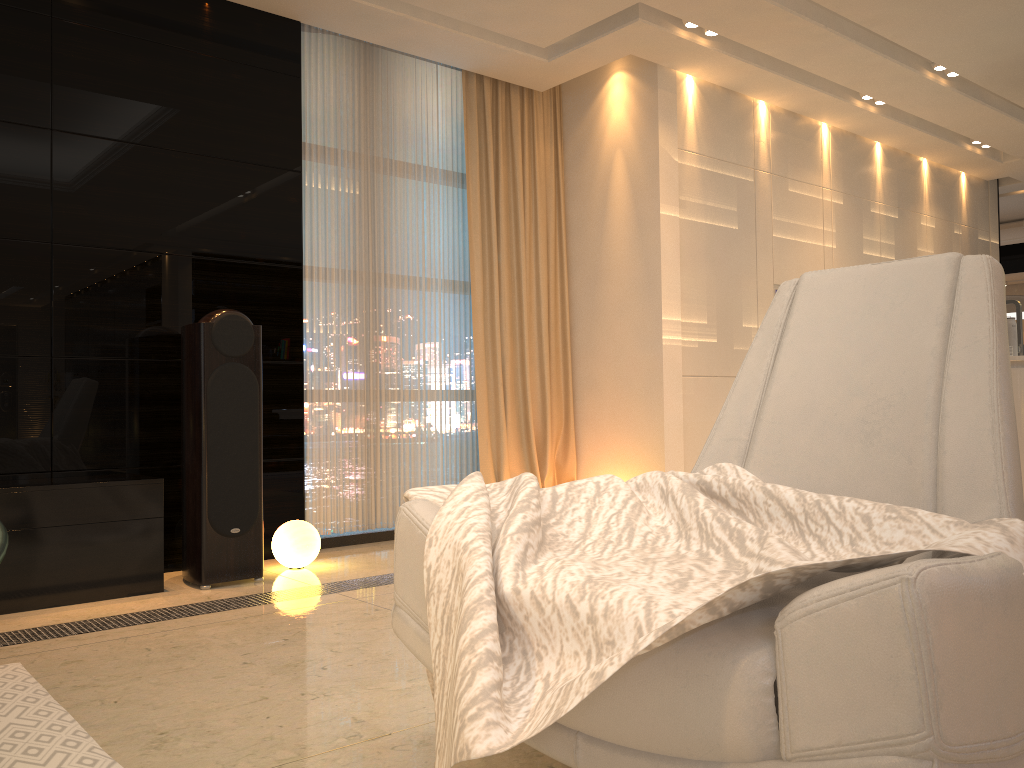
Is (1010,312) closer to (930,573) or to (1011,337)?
(1011,337)

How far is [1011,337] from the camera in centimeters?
419cm

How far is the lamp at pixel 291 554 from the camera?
3.86m

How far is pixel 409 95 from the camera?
4.97m

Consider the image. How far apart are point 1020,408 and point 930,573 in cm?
323

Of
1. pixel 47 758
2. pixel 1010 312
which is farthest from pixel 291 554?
pixel 1010 312

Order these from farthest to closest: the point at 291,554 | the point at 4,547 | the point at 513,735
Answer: the point at 291,554 → the point at 513,735 → the point at 4,547

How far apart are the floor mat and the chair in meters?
0.7 m

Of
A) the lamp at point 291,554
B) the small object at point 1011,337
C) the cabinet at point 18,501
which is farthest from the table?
the small object at point 1011,337

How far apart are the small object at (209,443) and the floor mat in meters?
1.1
